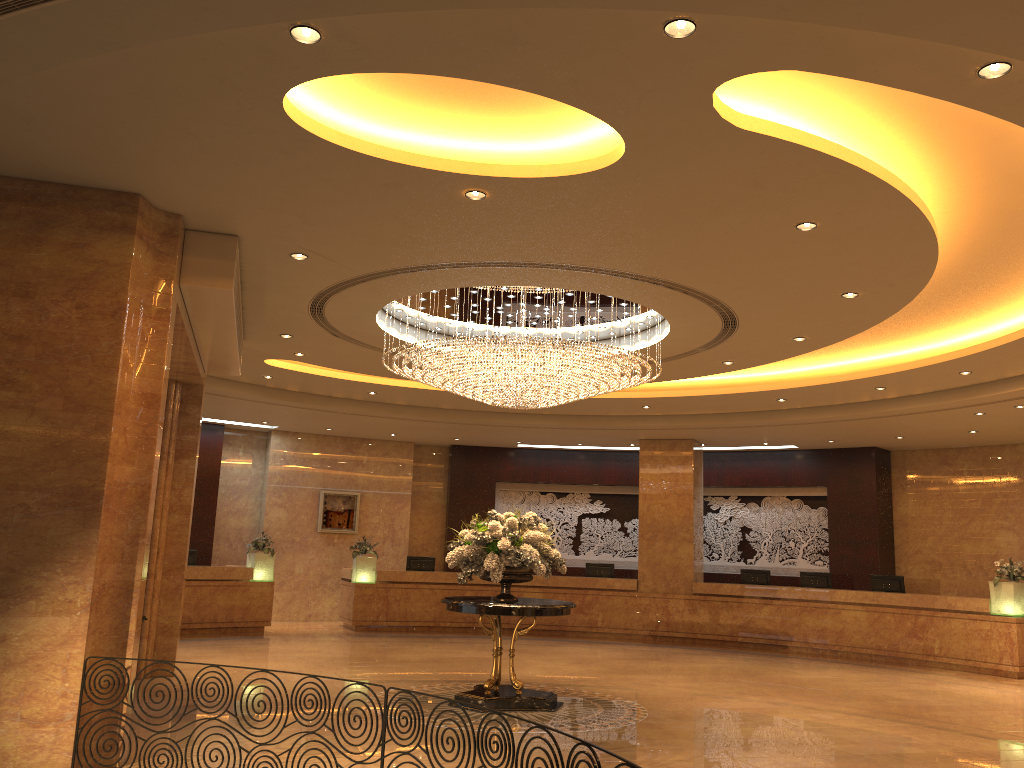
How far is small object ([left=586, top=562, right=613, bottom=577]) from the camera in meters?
18.3

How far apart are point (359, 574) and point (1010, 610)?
11.2 meters

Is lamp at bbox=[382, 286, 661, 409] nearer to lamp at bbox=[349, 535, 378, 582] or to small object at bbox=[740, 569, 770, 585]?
lamp at bbox=[349, 535, 378, 582]

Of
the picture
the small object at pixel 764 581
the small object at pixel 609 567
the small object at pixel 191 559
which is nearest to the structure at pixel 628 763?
the small object at pixel 191 559

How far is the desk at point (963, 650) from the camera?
14.1m

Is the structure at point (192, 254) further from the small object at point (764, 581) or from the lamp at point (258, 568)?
the small object at point (764, 581)

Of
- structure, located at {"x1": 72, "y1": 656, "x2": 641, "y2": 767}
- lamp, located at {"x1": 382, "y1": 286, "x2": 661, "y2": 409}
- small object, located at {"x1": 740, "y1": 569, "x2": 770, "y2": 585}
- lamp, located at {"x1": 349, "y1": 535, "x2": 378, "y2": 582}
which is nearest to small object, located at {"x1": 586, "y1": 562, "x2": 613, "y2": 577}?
small object, located at {"x1": 740, "y1": 569, "x2": 770, "y2": 585}

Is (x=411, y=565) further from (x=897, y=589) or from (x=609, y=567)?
(x=897, y=589)

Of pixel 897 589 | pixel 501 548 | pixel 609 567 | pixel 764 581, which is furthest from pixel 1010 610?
pixel 501 548

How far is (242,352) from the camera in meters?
12.2
